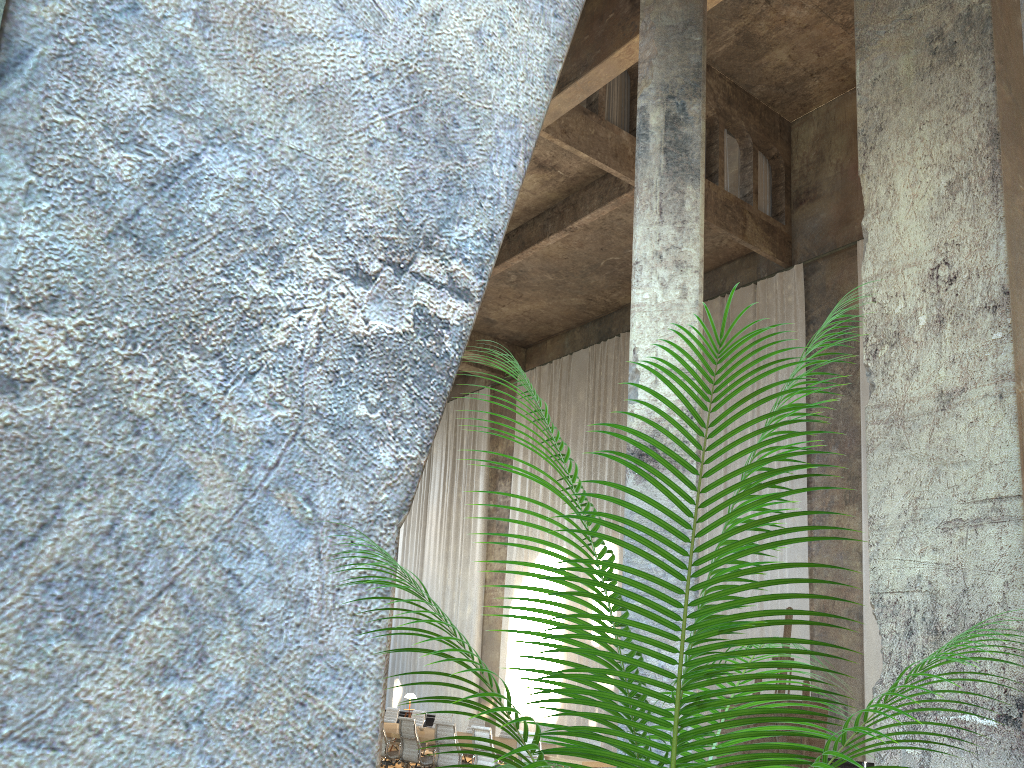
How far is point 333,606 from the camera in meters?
1.3 m

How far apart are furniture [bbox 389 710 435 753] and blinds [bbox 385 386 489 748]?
0.8 meters

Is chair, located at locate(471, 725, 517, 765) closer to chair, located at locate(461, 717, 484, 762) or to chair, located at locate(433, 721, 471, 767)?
chair, located at locate(433, 721, 471, 767)

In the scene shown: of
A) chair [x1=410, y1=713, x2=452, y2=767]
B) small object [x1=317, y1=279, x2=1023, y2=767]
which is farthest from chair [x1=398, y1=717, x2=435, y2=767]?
small object [x1=317, y1=279, x2=1023, y2=767]

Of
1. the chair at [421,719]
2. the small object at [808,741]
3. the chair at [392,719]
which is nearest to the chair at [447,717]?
the chair at [421,719]

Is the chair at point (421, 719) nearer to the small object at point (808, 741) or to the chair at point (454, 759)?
the chair at point (454, 759)

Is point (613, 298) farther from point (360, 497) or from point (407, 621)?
point (360, 497)

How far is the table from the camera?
9.4 meters

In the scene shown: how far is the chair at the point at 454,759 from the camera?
11.0m

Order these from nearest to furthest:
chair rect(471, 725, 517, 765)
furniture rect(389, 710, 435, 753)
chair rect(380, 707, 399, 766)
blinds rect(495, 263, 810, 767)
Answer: chair rect(471, 725, 517, 765) → blinds rect(495, 263, 810, 767) → chair rect(380, 707, 399, 766) → furniture rect(389, 710, 435, 753)
